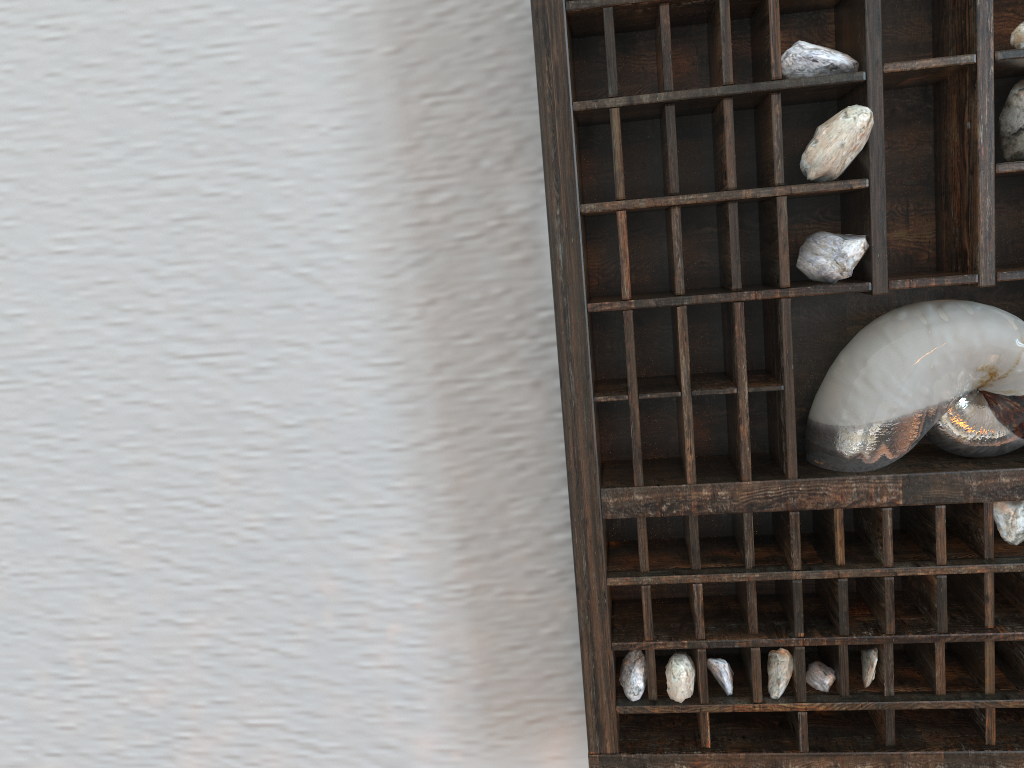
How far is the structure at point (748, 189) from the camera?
0.4 meters

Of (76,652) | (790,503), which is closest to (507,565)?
(790,503)

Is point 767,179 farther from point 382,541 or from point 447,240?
point 382,541

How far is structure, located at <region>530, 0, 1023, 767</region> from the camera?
0.4m

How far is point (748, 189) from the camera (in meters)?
0.37
